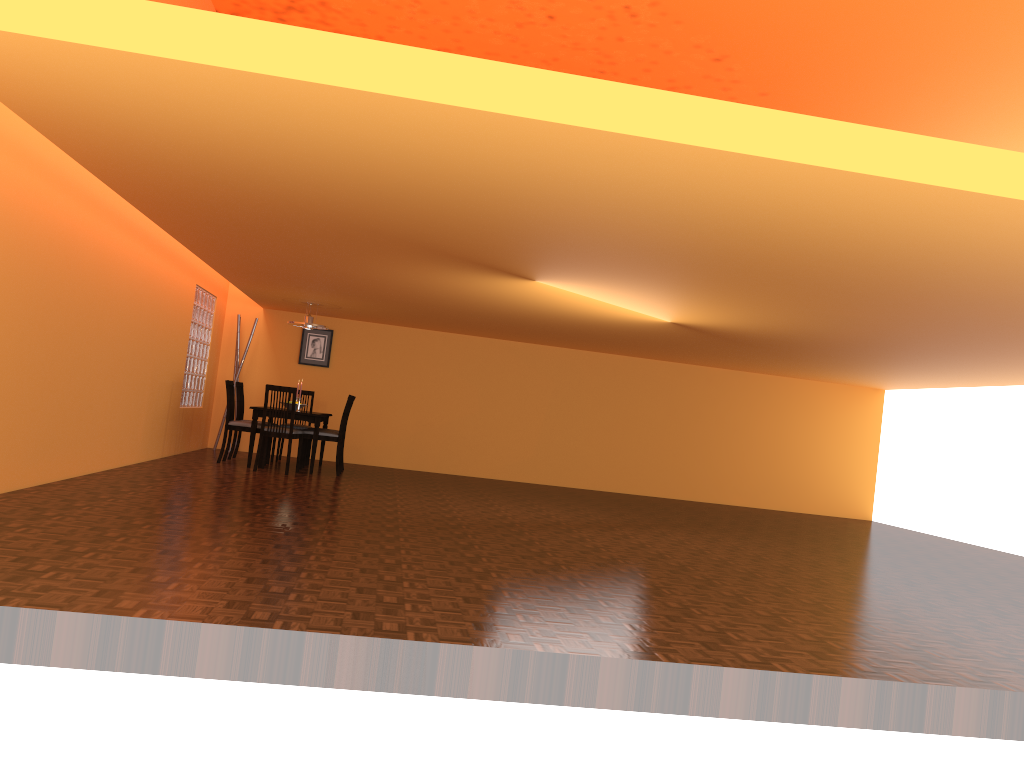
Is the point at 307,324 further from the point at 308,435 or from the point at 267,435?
the point at 267,435

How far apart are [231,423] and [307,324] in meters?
1.3

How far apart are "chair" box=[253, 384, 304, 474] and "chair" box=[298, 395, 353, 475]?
0.2m

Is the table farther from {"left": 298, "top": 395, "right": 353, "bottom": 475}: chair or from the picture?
the picture

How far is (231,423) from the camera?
8.5 meters

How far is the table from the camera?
8.38m

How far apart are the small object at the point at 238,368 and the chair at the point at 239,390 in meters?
1.0 m

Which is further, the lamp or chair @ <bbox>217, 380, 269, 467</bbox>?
the lamp

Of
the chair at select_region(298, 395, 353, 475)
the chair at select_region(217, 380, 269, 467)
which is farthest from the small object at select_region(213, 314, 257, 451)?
the chair at select_region(298, 395, 353, 475)

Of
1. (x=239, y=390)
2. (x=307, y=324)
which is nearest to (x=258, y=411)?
(x=239, y=390)
